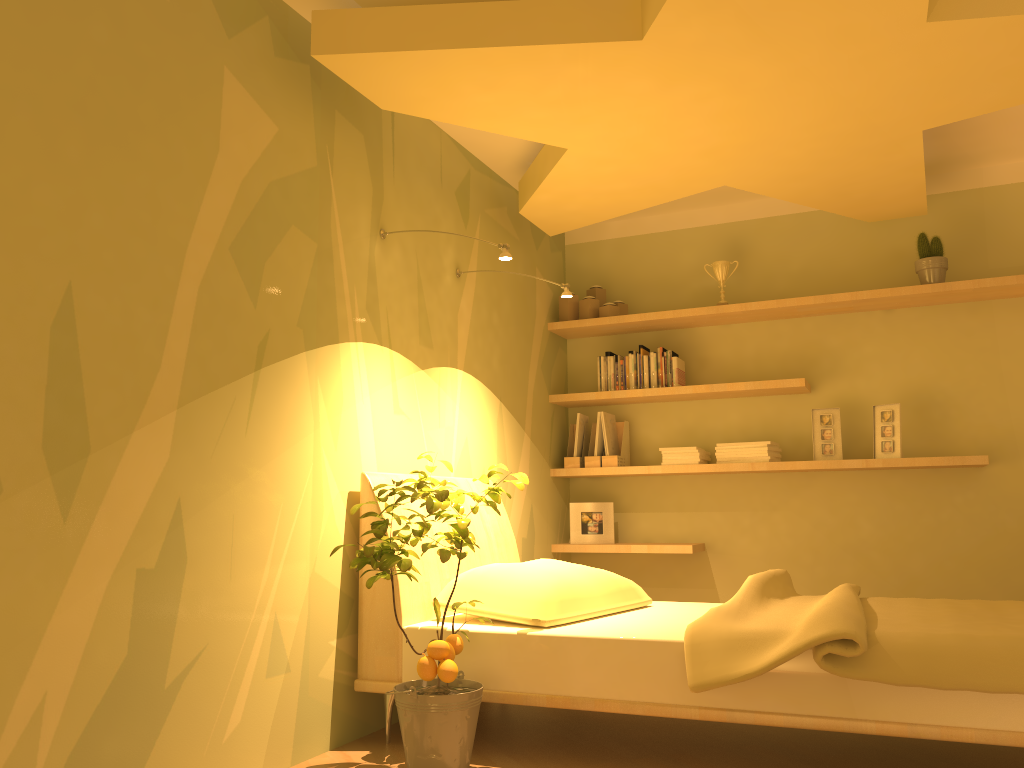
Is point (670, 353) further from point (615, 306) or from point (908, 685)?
point (908, 685)

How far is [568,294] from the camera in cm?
366

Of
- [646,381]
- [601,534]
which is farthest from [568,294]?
[601,534]

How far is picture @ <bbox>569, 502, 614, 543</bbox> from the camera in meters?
4.7 m

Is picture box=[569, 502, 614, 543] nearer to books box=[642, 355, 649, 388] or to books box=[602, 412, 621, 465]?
books box=[602, 412, 621, 465]

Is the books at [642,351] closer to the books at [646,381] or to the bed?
the books at [646,381]

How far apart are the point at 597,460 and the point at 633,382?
0.5m

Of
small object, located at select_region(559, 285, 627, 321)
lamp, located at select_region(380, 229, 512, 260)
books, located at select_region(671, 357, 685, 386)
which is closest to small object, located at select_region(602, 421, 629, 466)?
books, located at select_region(671, 357, 685, 386)

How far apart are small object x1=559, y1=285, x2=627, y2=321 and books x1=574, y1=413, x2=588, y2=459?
0.55m

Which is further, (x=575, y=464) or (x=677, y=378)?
(x=575, y=464)
